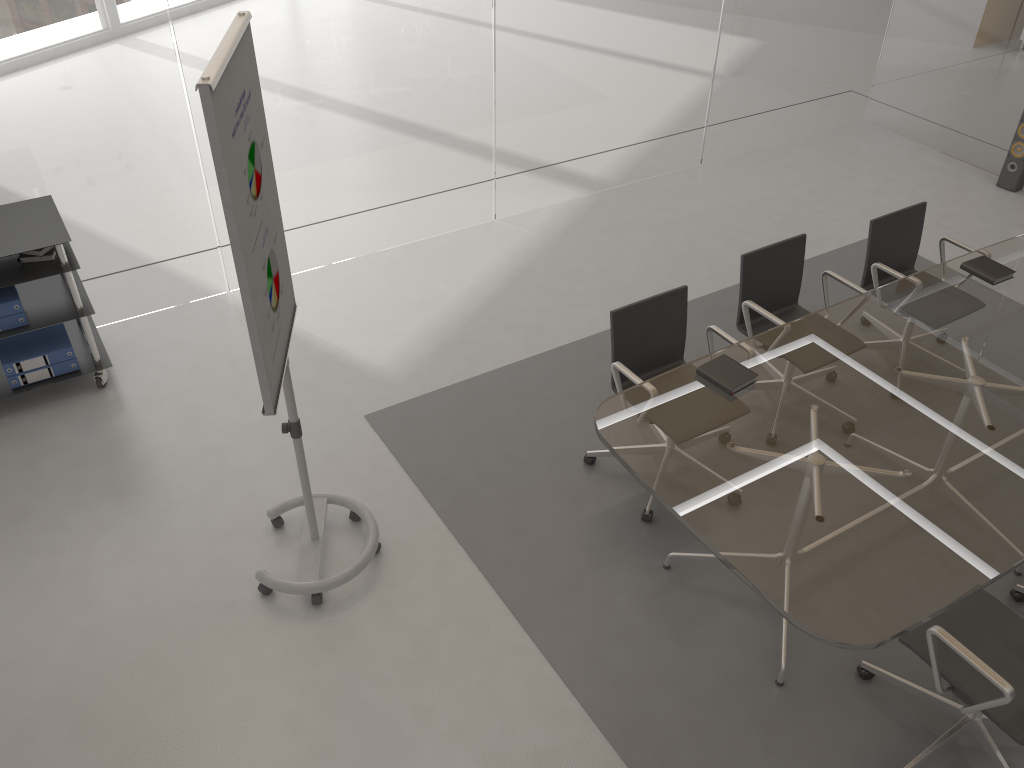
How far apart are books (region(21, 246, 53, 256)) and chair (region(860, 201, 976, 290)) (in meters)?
4.05

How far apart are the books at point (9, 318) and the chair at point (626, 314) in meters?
2.8

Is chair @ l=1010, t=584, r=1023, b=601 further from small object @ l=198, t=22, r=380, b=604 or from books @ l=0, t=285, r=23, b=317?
books @ l=0, t=285, r=23, b=317

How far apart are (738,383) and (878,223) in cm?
164

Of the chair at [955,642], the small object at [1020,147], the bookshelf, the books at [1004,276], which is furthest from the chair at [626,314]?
the small object at [1020,147]

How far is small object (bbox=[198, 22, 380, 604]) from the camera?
2.4m

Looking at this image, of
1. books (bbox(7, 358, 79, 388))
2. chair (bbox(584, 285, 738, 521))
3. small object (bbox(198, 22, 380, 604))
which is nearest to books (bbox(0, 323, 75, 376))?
books (bbox(7, 358, 79, 388))

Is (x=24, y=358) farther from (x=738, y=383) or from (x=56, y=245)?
(x=738, y=383)

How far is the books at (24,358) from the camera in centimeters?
434cm

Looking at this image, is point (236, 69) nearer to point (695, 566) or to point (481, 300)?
point (695, 566)
